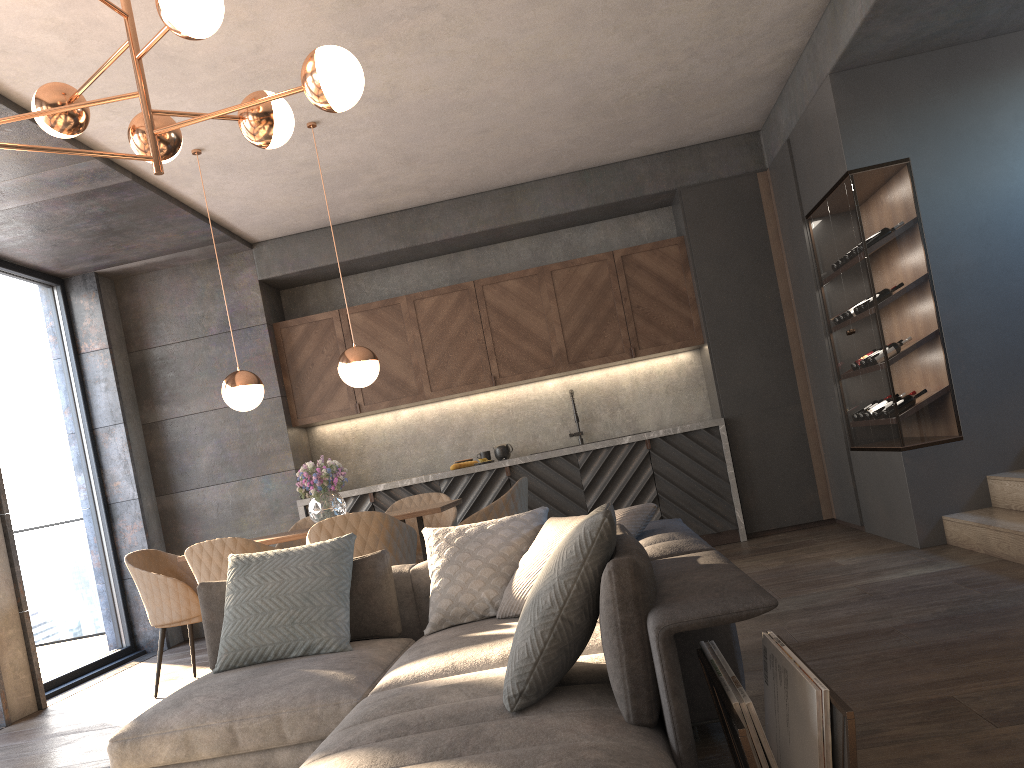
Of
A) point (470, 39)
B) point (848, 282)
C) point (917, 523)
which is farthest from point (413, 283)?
point (917, 523)

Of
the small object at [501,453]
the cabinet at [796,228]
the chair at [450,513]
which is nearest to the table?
the chair at [450,513]

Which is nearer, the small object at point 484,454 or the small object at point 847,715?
the small object at point 847,715

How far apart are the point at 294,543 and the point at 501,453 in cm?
200

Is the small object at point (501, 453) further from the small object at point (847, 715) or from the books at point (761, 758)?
the books at point (761, 758)

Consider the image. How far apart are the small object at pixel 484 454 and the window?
3.0m

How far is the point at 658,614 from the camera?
1.7 meters

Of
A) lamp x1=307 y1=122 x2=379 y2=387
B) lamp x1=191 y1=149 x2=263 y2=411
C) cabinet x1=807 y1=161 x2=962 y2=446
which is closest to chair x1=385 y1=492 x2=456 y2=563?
lamp x1=307 y1=122 x2=379 y2=387

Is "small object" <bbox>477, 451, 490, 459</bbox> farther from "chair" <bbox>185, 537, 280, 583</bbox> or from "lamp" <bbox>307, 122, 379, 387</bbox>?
"chair" <bbox>185, 537, 280, 583</bbox>

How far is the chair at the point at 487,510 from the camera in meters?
4.7
